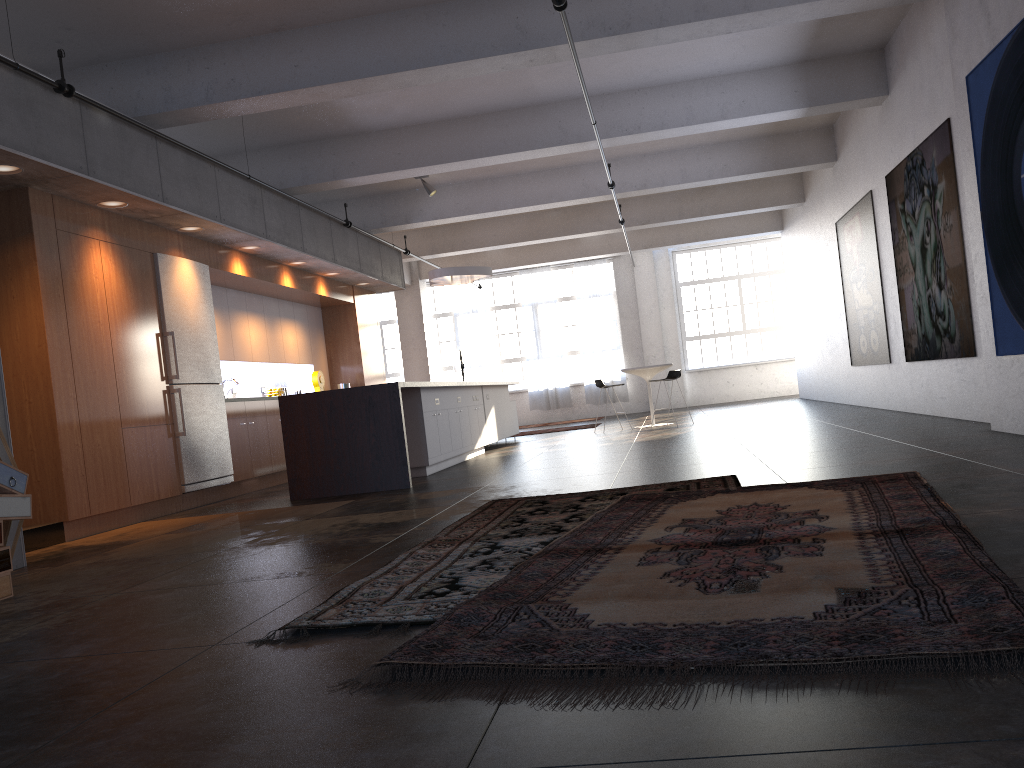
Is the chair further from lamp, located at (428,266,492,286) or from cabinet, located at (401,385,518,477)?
lamp, located at (428,266,492,286)

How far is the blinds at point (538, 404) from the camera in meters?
21.4 m

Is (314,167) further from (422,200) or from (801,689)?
(801,689)

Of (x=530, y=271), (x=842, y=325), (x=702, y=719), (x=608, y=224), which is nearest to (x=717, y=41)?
(x=842, y=325)

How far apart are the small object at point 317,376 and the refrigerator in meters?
3.5

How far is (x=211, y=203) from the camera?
8.7 meters

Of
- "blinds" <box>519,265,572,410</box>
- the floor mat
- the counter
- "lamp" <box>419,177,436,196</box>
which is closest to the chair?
"lamp" <box>419,177,436,196</box>

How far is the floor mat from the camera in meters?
2.1

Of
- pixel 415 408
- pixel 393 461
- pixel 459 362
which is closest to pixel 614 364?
pixel 459 362

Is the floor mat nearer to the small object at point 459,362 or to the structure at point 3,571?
the structure at point 3,571
